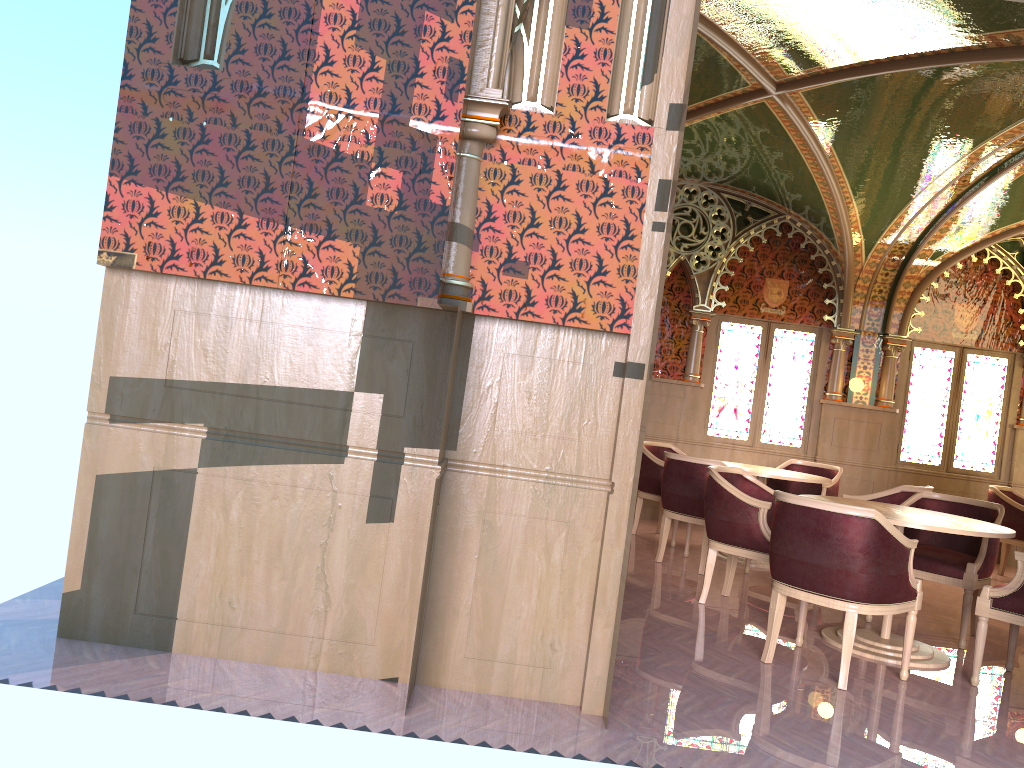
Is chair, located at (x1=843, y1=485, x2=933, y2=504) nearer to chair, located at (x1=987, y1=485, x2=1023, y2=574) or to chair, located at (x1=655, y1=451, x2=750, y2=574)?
chair, located at (x1=655, y1=451, x2=750, y2=574)

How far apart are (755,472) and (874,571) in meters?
3.0 m

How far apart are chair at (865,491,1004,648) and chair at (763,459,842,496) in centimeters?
184cm

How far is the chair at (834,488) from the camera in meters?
8.0 m

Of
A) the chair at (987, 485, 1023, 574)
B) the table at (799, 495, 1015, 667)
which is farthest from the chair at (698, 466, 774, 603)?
the chair at (987, 485, 1023, 574)

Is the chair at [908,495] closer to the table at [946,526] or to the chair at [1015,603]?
the table at [946,526]

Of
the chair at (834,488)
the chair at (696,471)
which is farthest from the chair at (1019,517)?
the chair at (696,471)

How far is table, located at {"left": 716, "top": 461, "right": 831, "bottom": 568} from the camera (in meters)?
7.02

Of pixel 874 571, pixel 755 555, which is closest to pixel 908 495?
pixel 755 555

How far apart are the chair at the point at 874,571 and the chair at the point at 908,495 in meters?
2.1
